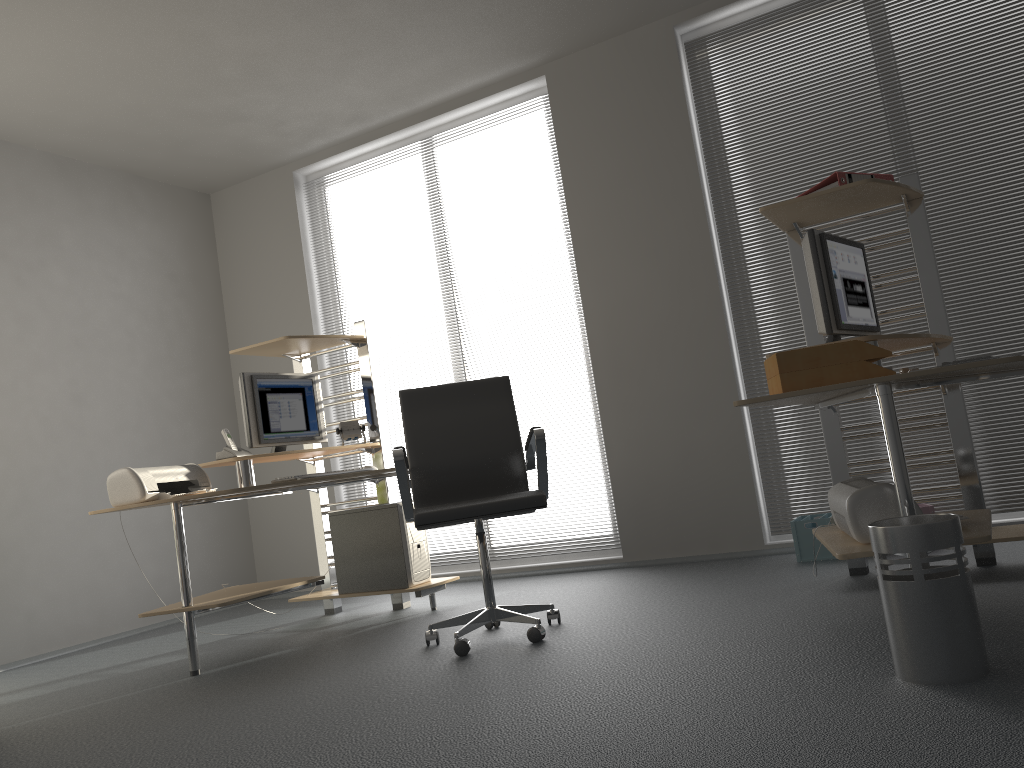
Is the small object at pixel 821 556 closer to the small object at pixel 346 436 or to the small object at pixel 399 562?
the small object at pixel 399 562

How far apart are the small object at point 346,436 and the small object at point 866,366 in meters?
2.6

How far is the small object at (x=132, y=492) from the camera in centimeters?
371cm

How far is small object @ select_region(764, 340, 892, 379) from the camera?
2.5m

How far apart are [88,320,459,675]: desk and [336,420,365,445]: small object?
0.1m

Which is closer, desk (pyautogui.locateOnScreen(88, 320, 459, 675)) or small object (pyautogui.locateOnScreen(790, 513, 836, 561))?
desk (pyautogui.locateOnScreen(88, 320, 459, 675))

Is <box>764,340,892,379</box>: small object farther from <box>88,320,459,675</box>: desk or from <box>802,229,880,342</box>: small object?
<box>88,320,459,675</box>: desk

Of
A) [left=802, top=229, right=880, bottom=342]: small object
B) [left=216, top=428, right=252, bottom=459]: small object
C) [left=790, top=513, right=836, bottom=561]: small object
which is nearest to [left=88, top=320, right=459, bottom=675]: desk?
[left=216, top=428, right=252, bottom=459]: small object

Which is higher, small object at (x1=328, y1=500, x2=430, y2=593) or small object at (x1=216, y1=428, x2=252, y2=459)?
small object at (x1=216, y1=428, x2=252, y2=459)

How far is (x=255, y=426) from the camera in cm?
437
